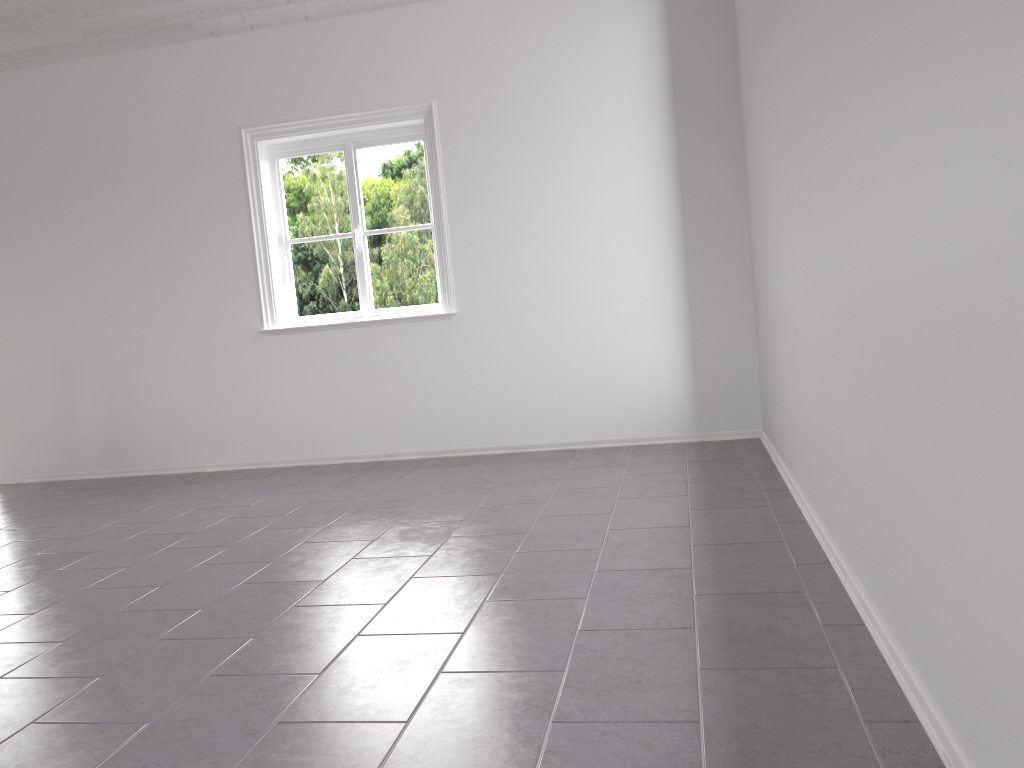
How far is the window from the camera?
5.43m

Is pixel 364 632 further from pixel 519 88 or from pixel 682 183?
pixel 519 88

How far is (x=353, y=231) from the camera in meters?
5.4 m

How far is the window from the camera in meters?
5.4
